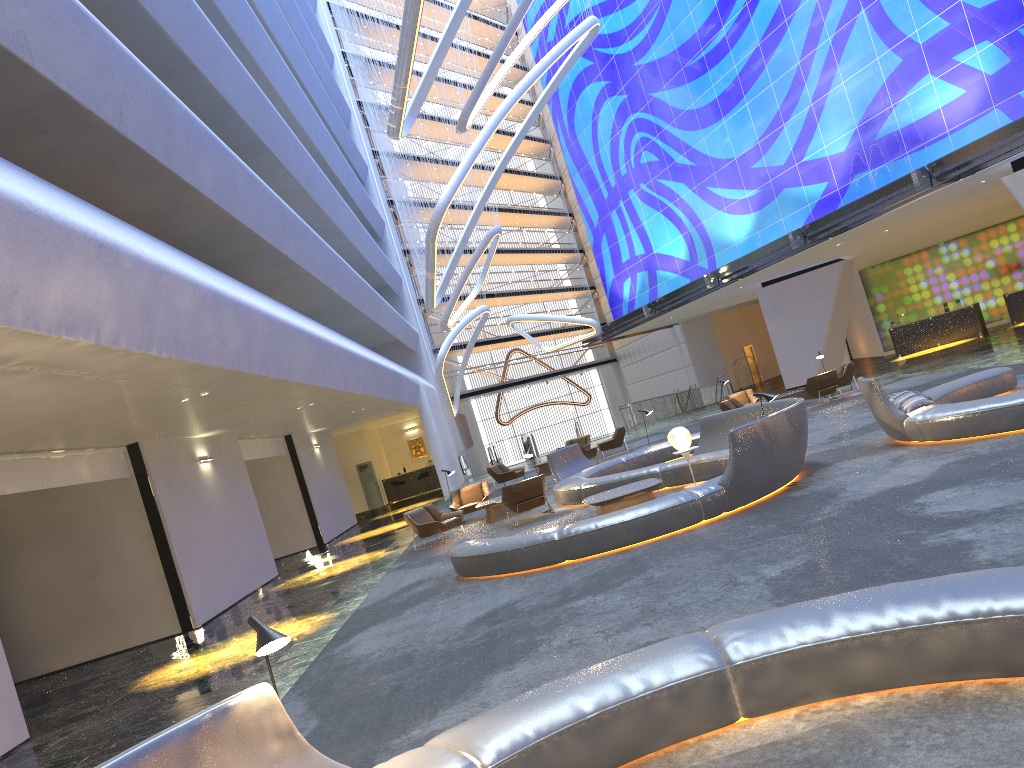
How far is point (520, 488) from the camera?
16.2 meters

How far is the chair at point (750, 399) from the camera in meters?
25.6 m

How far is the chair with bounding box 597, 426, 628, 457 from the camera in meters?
26.4 m

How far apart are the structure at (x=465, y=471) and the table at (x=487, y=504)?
20.8 meters

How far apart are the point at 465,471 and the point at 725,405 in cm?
1846

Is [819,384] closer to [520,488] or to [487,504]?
[487,504]

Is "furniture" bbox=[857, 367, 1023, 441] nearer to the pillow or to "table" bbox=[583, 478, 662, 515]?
the pillow

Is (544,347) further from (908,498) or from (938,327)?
(908,498)

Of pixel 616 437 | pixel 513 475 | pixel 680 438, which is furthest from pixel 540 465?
pixel 680 438

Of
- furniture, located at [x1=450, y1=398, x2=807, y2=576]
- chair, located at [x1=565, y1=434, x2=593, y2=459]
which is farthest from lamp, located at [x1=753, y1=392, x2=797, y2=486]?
chair, located at [x1=565, y1=434, x2=593, y2=459]
